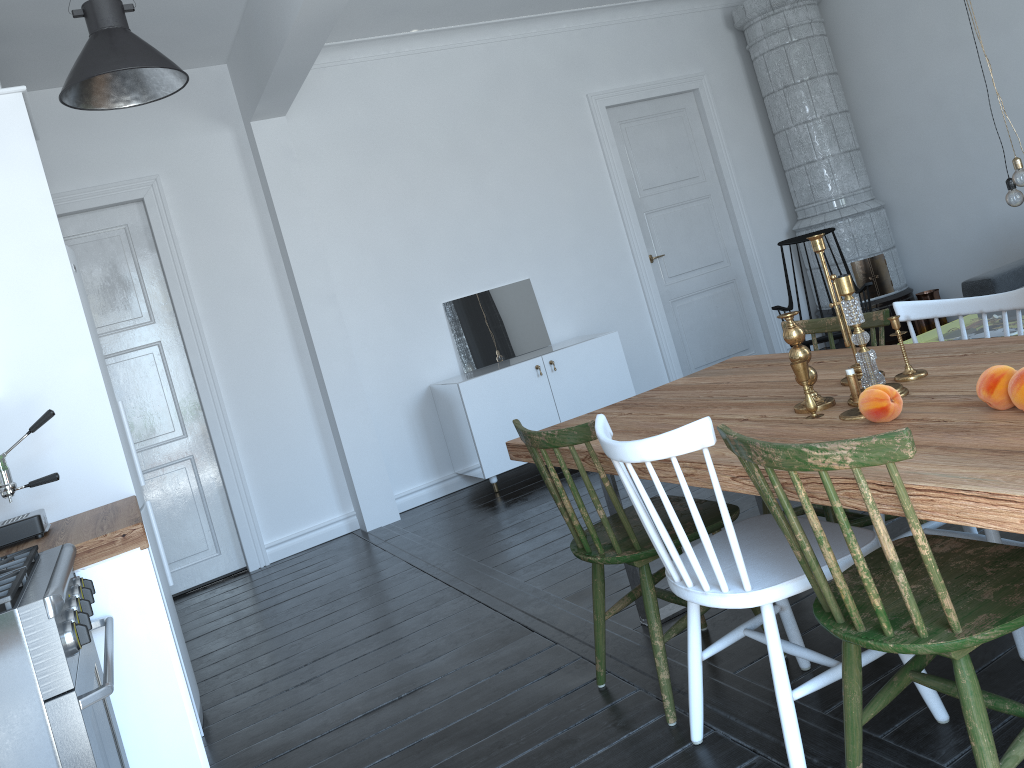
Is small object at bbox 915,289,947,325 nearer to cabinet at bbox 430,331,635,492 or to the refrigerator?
cabinet at bbox 430,331,635,492

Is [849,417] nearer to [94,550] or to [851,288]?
[851,288]

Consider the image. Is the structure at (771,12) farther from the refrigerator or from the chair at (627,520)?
the refrigerator

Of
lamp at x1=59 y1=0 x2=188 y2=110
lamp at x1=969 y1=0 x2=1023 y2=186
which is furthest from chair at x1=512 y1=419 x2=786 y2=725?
lamp at x1=969 y1=0 x2=1023 y2=186

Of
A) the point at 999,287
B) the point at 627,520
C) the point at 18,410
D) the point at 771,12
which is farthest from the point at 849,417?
the point at 771,12

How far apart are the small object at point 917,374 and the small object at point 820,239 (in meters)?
0.13

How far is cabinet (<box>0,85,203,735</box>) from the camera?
3.0m

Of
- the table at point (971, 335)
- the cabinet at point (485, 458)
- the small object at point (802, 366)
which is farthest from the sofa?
the table at point (971, 335)

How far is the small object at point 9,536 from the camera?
2.7 meters

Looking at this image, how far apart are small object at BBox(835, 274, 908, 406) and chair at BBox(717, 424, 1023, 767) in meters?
0.3 m
